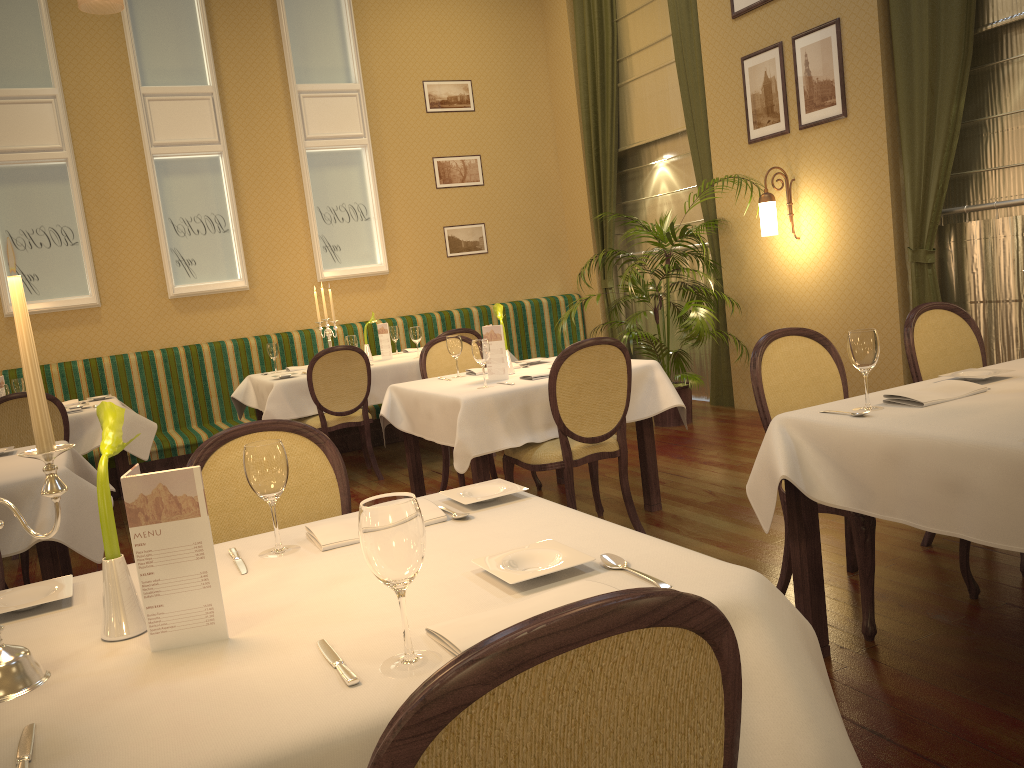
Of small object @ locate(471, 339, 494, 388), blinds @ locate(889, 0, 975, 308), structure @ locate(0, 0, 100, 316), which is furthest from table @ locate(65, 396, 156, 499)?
blinds @ locate(889, 0, 975, 308)

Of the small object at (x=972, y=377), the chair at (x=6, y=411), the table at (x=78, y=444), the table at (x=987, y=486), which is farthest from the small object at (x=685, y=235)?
the chair at (x=6, y=411)

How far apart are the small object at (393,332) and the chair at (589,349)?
3.1 meters

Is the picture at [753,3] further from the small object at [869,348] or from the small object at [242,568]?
the small object at [242,568]

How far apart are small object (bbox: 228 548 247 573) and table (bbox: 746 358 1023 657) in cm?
142

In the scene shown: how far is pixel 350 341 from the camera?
6.36m

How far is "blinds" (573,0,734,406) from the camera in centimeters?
698cm

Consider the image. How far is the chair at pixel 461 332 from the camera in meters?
6.2 m

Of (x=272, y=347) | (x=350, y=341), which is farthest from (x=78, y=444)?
(x=350, y=341)

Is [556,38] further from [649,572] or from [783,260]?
[649,572]
